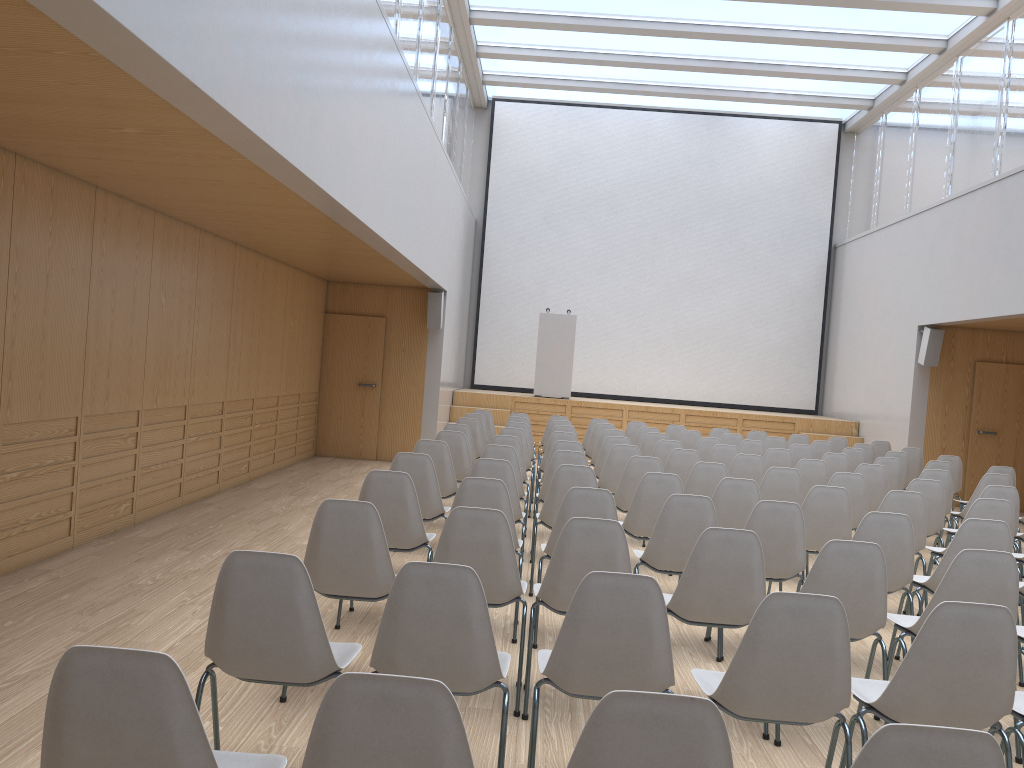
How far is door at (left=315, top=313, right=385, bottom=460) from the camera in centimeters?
1250cm

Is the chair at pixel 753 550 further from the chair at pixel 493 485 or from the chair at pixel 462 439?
the chair at pixel 462 439

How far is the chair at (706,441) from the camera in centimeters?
952cm

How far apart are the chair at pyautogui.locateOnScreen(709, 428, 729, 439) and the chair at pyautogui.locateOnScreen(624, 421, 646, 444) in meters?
1.0 m

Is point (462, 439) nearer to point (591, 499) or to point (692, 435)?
point (591, 499)

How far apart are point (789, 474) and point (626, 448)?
1.5m

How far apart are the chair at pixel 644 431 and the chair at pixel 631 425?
1.0m

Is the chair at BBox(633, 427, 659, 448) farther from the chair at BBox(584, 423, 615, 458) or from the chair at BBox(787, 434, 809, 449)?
the chair at BBox(787, 434, 809, 449)

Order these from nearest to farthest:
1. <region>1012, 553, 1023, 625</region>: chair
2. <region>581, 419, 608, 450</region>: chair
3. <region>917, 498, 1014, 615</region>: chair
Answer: <region>917, 498, 1014, 615</region>: chair → <region>1012, 553, 1023, 625</region>: chair → <region>581, 419, 608, 450</region>: chair

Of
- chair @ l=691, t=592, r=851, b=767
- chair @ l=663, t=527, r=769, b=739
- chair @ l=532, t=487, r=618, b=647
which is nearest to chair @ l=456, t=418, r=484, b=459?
chair @ l=532, t=487, r=618, b=647
